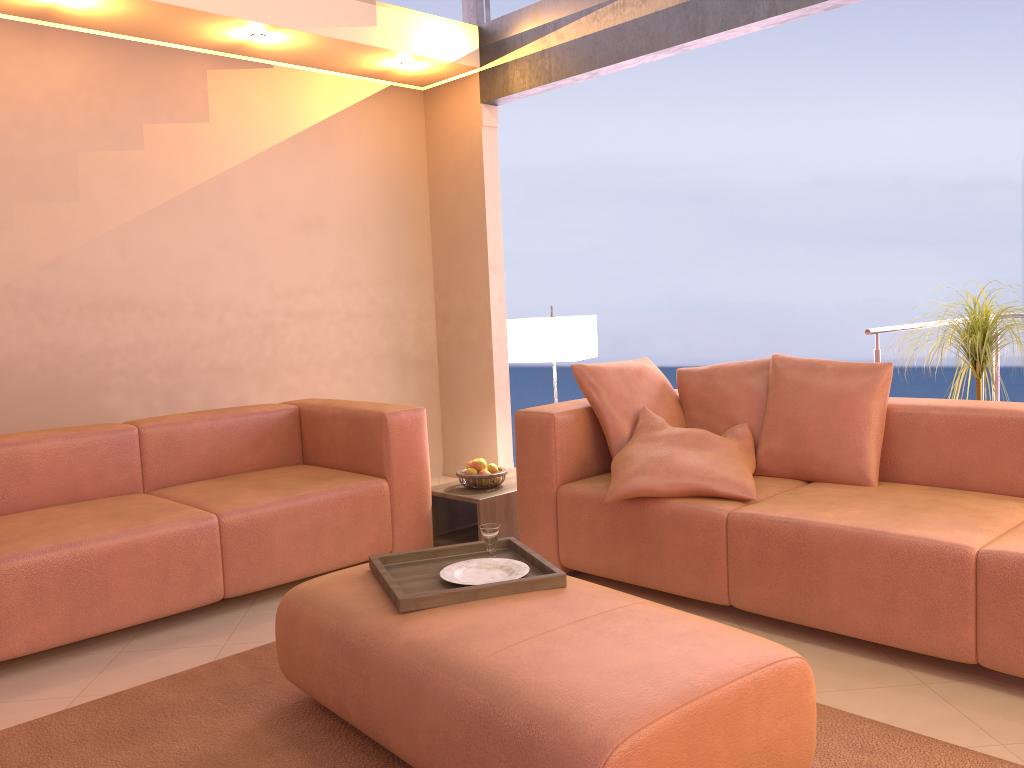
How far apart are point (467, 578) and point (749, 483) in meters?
1.1

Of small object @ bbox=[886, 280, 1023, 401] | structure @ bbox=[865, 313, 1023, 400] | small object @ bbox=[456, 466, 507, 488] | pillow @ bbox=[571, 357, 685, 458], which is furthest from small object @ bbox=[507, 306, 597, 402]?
small object @ bbox=[886, 280, 1023, 401]

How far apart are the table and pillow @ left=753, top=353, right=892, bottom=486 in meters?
1.1 m

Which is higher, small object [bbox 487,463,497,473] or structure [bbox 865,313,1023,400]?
structure [bbox 865,313,1023,400]

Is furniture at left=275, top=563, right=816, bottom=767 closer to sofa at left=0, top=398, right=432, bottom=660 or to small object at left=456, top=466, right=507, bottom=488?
sofa at left=0, top=398, right=432, bottom=660

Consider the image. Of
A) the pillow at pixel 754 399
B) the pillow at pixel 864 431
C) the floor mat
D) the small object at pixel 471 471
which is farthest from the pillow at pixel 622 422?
the floor mat

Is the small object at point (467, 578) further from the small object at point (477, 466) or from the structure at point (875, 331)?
the structure at point (875, 331)

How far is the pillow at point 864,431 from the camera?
3.10m

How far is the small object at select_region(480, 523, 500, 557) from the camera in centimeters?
253cm

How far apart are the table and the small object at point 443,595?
1.11m
